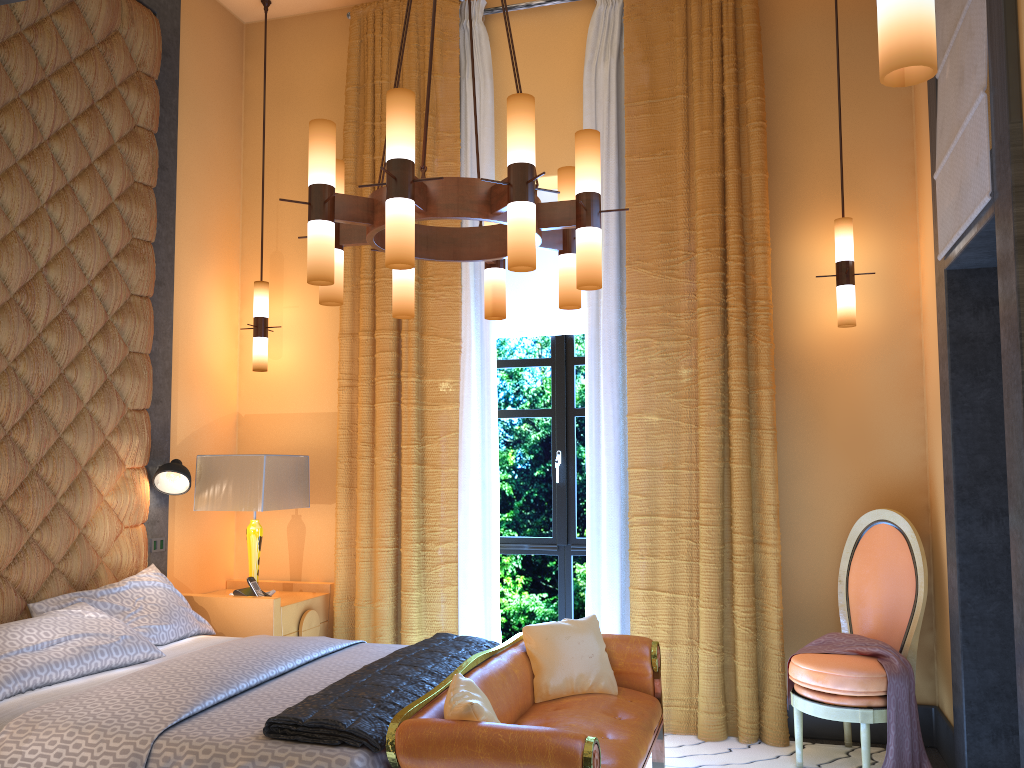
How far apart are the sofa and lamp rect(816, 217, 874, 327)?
1.80m

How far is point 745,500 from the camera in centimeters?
438cm

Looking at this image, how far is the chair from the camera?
3.7 meters

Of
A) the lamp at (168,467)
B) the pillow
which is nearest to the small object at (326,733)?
the pillow

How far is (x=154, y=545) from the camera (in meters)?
4.61

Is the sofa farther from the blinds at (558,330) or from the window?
the blinds at (558,330)

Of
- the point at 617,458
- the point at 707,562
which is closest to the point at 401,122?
the point at 617,458

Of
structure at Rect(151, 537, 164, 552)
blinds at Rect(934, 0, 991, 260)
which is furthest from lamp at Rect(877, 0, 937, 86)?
structure at Rect(151, 537, 164, 552)

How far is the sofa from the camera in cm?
245

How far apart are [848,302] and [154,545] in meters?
3.7
